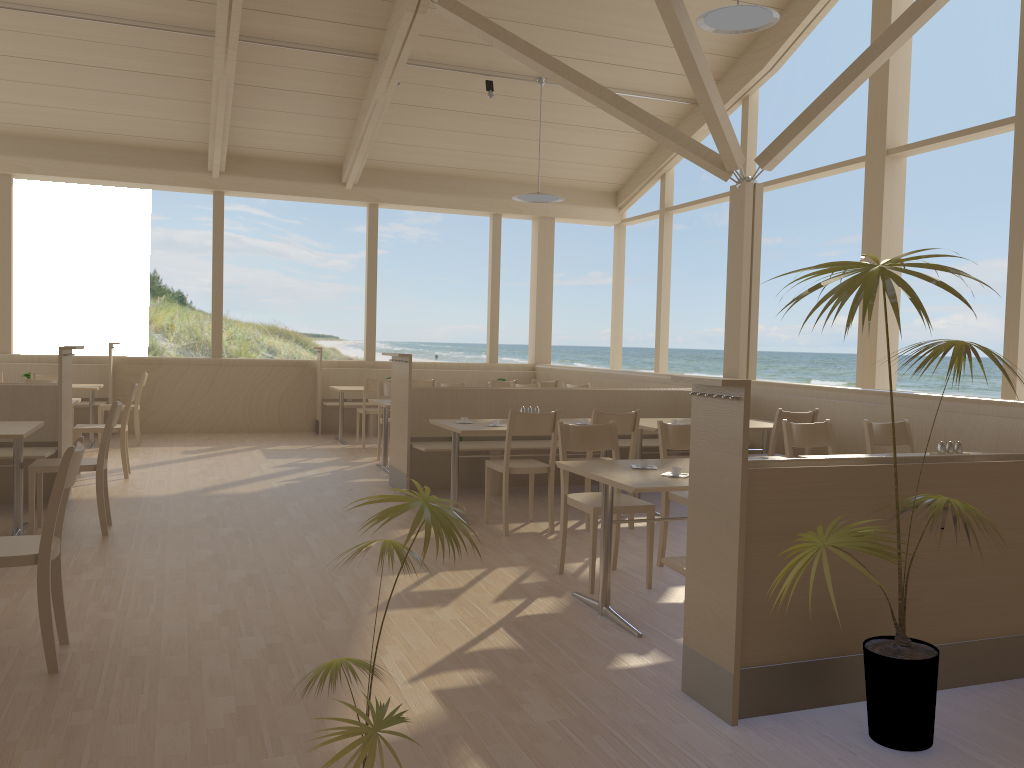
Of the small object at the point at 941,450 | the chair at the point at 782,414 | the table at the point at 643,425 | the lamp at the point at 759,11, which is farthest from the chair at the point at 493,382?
the small object at the point at 941,450

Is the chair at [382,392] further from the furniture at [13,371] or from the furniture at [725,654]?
the furniture at [725,654]

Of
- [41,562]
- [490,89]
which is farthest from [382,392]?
[41,562]

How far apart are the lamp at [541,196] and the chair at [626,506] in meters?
5.4 m

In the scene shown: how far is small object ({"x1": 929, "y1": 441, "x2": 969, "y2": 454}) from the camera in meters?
4.5 m

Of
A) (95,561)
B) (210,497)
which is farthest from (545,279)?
(95,561)

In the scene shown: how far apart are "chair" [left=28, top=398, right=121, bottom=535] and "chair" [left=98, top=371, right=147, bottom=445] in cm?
427

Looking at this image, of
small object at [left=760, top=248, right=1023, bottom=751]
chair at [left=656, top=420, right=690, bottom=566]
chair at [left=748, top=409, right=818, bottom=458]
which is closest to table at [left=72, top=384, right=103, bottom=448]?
chair at [left=656, top=420, right=690, bottom=566]

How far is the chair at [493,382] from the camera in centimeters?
1020cm

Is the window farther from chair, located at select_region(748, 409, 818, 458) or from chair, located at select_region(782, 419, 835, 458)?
chair, located at select_region(782, 419, 835, 458)
